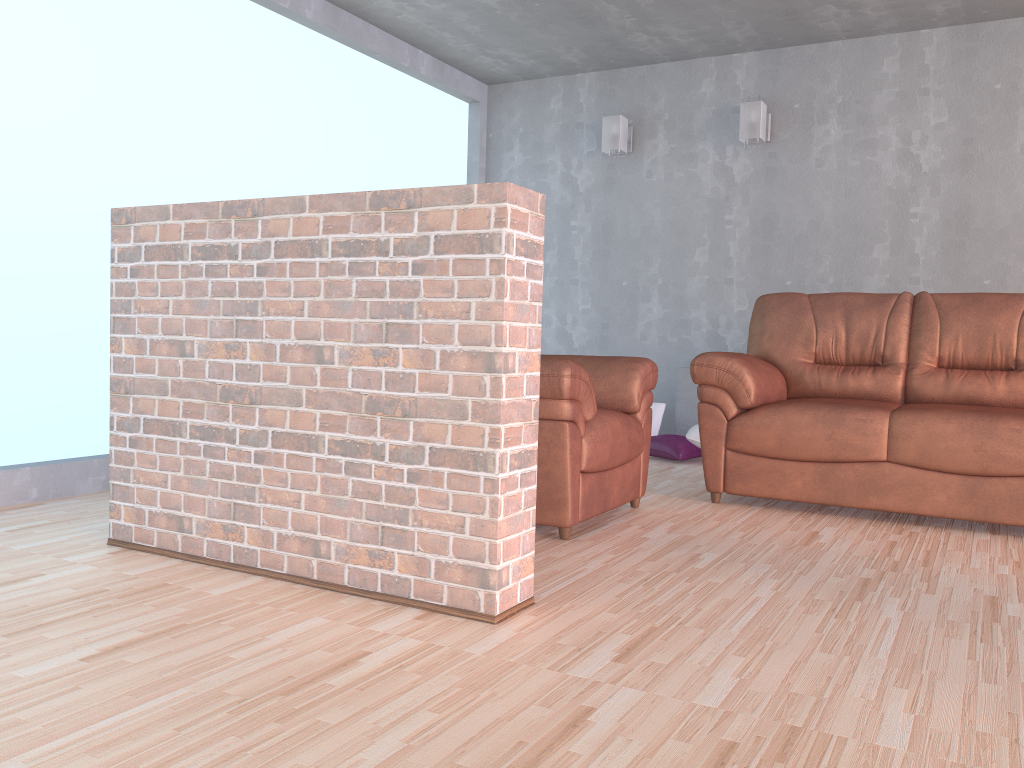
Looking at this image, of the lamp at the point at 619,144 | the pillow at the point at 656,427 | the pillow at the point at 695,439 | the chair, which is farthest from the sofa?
the lamp at the point at 619,144

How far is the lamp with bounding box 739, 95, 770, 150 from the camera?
5.2m

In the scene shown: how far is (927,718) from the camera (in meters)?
1.66

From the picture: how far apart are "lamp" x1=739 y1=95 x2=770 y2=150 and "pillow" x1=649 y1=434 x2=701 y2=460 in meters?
1.8 m

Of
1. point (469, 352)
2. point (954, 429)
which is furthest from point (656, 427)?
point (469, 352)

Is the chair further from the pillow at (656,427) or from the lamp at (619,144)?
the lamp at (619,144)

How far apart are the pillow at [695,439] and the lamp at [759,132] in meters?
1.7

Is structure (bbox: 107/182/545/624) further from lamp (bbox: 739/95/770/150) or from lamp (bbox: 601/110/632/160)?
lamp (bbox: 601/110/632/160)

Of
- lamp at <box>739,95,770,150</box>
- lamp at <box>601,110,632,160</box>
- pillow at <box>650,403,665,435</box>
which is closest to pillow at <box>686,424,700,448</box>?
pillow at <box>650,403,665,435</box>

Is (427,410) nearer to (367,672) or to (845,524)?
(367,672)
